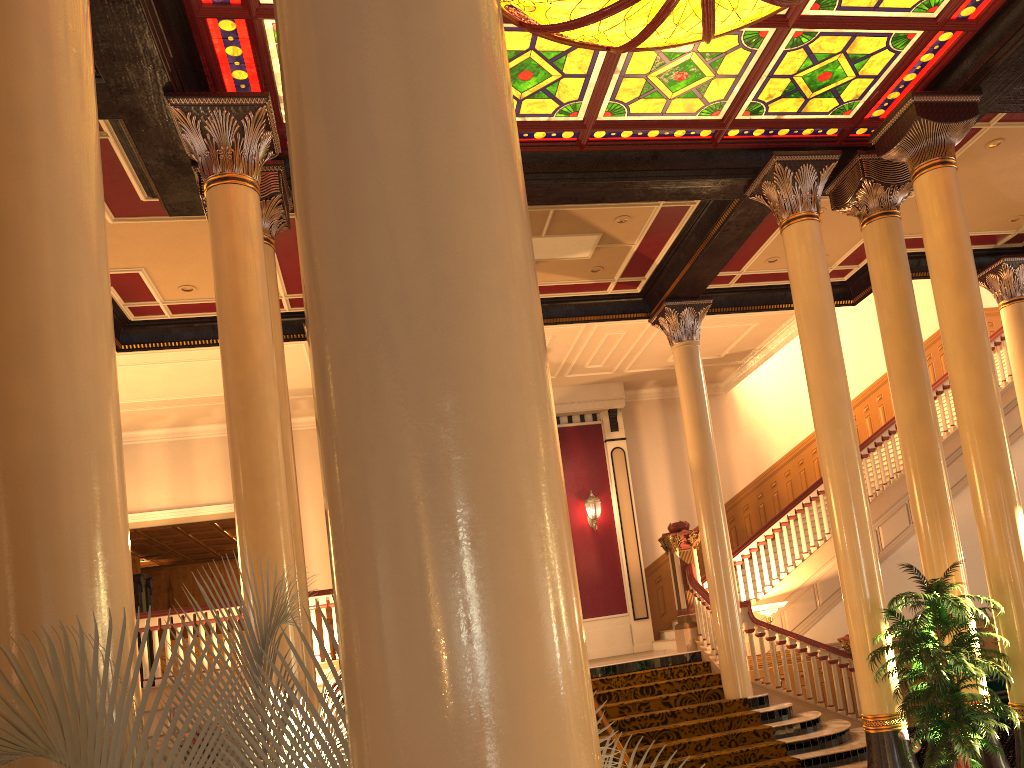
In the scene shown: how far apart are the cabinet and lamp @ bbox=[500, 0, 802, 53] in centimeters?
719cm

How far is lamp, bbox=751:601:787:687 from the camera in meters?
10.7 m

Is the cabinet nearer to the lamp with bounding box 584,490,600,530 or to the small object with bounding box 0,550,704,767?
the lamp with bounding box 584,490,600,530

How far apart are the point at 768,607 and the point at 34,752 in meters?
10.2 m

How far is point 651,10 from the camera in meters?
5.7

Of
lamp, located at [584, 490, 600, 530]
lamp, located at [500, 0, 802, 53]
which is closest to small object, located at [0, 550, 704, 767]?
lamp, located at [500, 0, 802, 53]

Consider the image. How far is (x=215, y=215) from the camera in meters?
6.3

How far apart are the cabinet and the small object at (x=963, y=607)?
3.1 meters

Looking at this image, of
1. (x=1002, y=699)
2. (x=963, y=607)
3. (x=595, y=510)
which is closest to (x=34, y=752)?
(x=963, y=607)

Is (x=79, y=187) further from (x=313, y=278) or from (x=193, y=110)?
(x=193, y=110)
